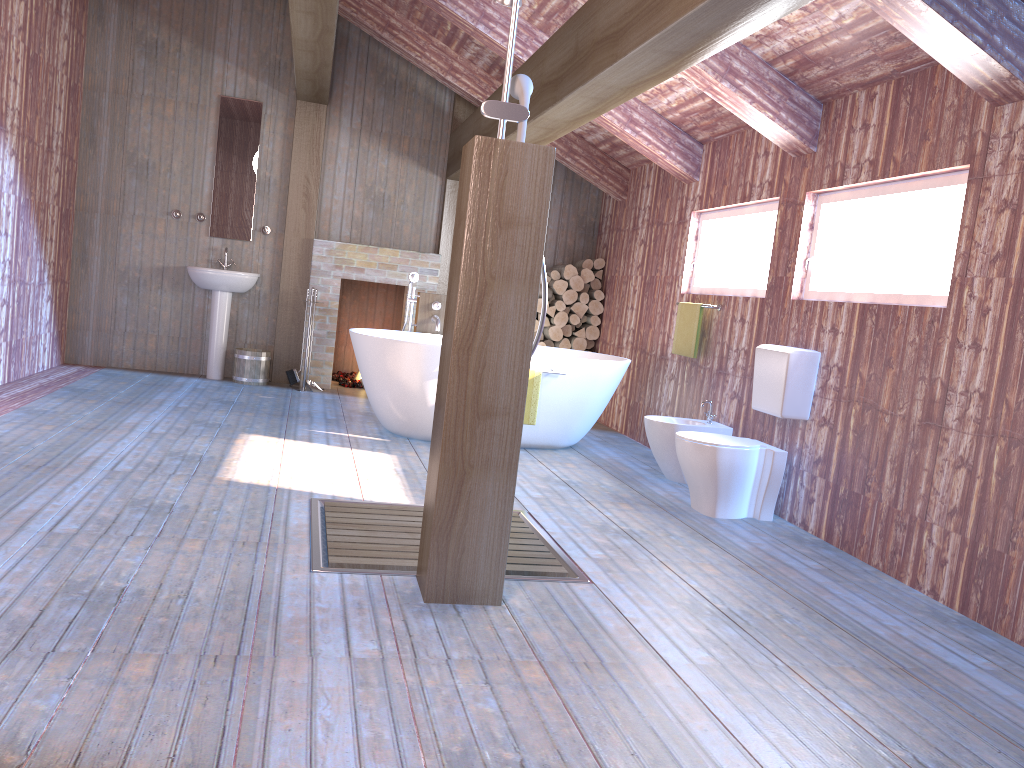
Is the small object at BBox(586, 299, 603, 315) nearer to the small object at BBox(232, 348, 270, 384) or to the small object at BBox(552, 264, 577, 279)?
the small object at BBox(552, 264, 577, 279)

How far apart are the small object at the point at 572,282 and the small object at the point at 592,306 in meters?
0.2 m

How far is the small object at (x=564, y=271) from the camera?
7.95m

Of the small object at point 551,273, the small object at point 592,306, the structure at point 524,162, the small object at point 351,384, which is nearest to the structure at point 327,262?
the small object at point 351,384

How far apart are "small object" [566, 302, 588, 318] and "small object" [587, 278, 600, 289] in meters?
0.2 m

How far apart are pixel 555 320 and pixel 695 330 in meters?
2.3 m

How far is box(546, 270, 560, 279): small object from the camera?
8.0 meters

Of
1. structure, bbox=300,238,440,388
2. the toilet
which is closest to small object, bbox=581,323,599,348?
structure, bbox=300,238,440,388

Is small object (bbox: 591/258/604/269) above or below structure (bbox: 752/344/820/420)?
above

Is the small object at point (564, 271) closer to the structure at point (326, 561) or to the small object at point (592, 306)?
the small object at point (592, 306)
